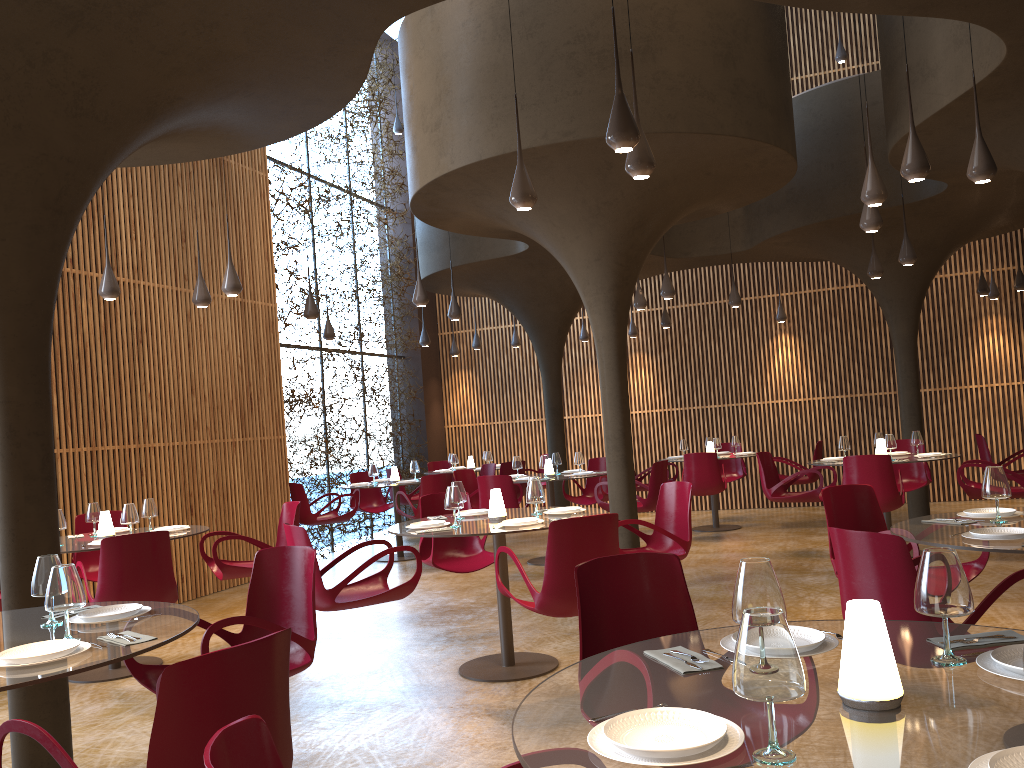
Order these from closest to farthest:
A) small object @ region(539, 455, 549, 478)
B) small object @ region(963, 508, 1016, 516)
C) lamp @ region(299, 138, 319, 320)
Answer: small object @ region(963, 508, 1016, 516)
lamp @ region(299, 138, 319, 320)
small object @ region(539, 455, 549, 478)

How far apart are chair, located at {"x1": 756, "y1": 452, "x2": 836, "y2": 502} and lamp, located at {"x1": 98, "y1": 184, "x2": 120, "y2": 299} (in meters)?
7.51

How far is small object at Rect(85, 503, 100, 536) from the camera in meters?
7.8 m

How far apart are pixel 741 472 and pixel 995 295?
5.0 meters

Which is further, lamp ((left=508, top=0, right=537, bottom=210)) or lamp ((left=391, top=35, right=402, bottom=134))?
lamp ((left=391, top=35, right=402, bottom=134))

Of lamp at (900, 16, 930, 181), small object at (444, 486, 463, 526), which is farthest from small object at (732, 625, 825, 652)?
lamp at (900, 16, 930, 181)

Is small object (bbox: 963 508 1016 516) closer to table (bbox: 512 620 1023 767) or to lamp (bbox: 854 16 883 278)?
table (bbox: 512 620 1023 767)

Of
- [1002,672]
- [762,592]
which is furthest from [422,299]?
[1002,672]

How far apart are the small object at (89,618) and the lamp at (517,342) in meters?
13.1 m

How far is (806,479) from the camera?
13.00m
